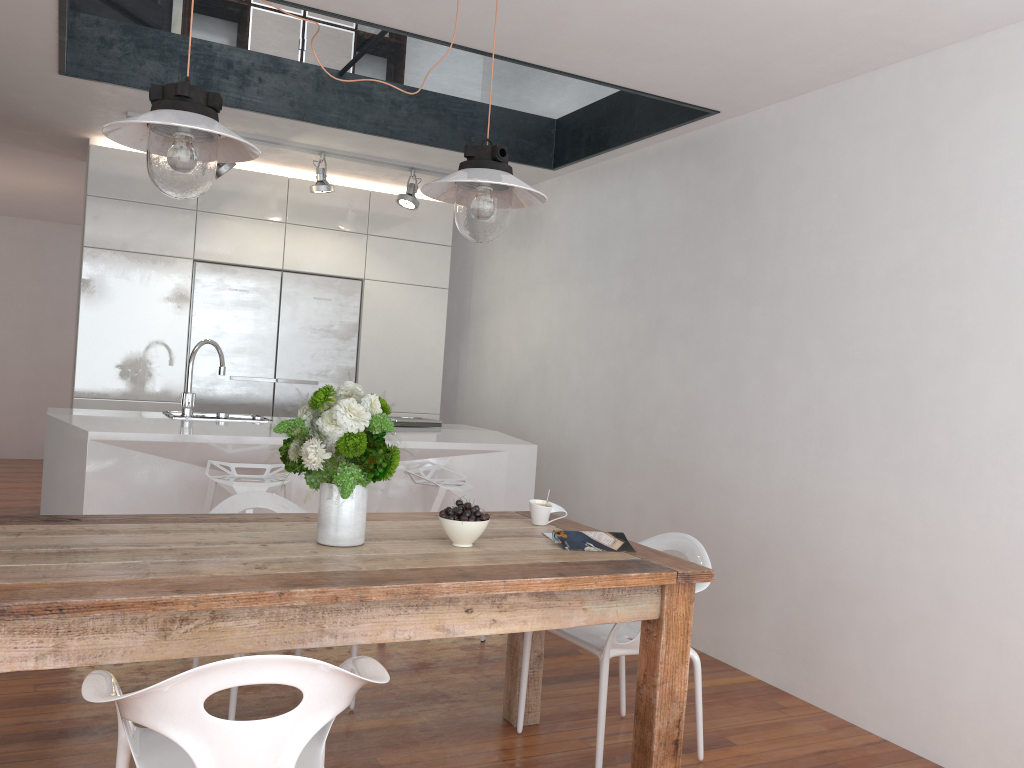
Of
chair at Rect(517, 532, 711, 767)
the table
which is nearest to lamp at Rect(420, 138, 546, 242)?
the table

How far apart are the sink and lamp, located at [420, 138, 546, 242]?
2.2 meters

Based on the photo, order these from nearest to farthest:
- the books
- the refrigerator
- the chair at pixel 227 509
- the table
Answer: the table, the books, the chair at pixel 227 509, the refrigerator

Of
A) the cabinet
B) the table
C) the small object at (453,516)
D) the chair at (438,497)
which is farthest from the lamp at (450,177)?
the cabinet

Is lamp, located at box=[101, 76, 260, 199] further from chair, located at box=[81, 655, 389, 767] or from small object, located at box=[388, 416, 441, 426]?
small object, located at box=[388, 416, 441, 426]

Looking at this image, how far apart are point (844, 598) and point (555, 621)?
1.7m

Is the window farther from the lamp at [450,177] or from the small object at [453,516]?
the small object at [453,516]

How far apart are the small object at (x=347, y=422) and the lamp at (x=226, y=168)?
3.03m

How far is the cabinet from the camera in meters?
5.4

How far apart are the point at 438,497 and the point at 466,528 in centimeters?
154cm
